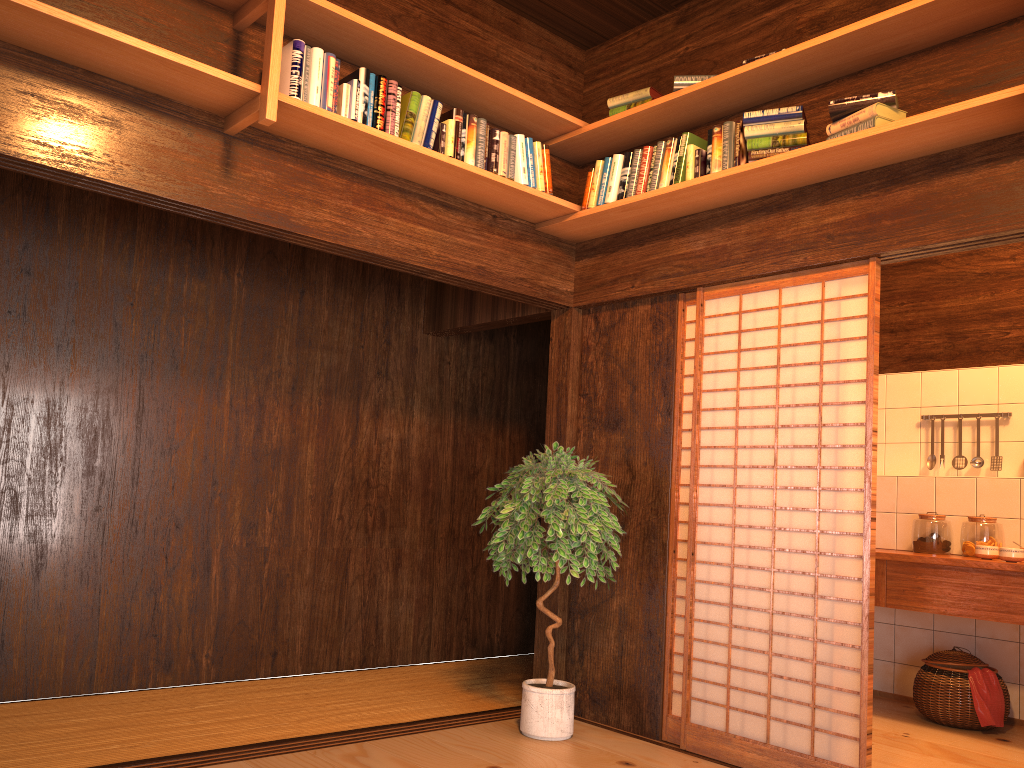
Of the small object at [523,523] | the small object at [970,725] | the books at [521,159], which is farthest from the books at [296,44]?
the small object at [970,725]

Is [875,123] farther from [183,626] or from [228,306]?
[183,626]

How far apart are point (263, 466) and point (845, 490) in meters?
2.9 m

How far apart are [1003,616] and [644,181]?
2.7 meters

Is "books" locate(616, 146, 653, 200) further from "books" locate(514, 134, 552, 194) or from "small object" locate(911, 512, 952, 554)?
"small object" locate(911, 512, 952, 554)

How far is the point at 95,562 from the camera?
4.13m

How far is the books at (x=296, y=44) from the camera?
3.2 meters

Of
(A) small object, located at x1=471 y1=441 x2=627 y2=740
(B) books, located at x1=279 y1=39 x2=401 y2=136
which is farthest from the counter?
(B) books, located at x1=279 y1=39 x2=401 y2=136

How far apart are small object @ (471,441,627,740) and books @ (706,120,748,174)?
1.36m

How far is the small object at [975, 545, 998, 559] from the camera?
4.50m
